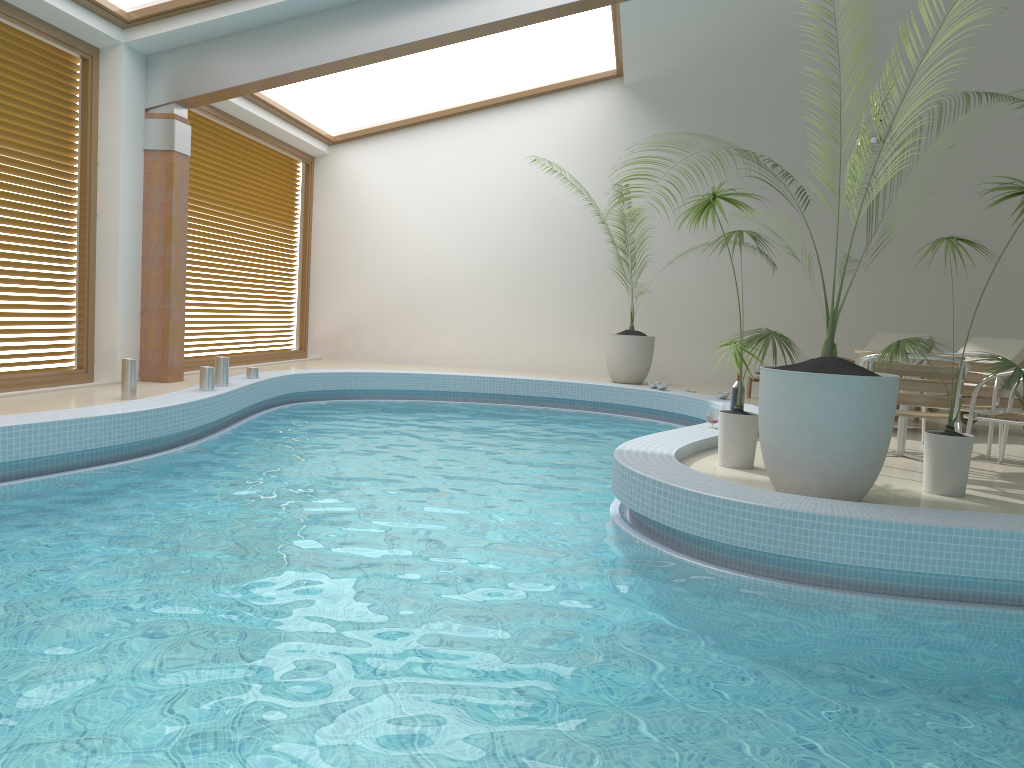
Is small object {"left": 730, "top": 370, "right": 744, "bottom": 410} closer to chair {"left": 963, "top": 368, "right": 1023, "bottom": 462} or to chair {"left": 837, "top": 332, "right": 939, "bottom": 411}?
chair {"left": 963, "top": 368, "right": 1023, "bottom": 462}

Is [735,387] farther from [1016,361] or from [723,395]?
[1016,361]

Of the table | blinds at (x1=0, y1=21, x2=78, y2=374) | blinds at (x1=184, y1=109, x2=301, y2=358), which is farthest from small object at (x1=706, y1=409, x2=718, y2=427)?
blinds at (x1=184, y1=109, x2=301, y2=358)

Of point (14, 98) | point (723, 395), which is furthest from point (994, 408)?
point (14, 98)

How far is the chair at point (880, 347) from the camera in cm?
1026

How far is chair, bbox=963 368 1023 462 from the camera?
5.5m

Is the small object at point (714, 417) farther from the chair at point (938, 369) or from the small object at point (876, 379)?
the small object at point (876, 379)

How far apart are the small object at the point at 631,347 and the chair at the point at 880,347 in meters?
2.7 m

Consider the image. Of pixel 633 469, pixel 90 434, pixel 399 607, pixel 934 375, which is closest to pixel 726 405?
pixel 934 375

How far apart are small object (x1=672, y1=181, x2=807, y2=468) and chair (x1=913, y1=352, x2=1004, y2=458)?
1.9 meters
